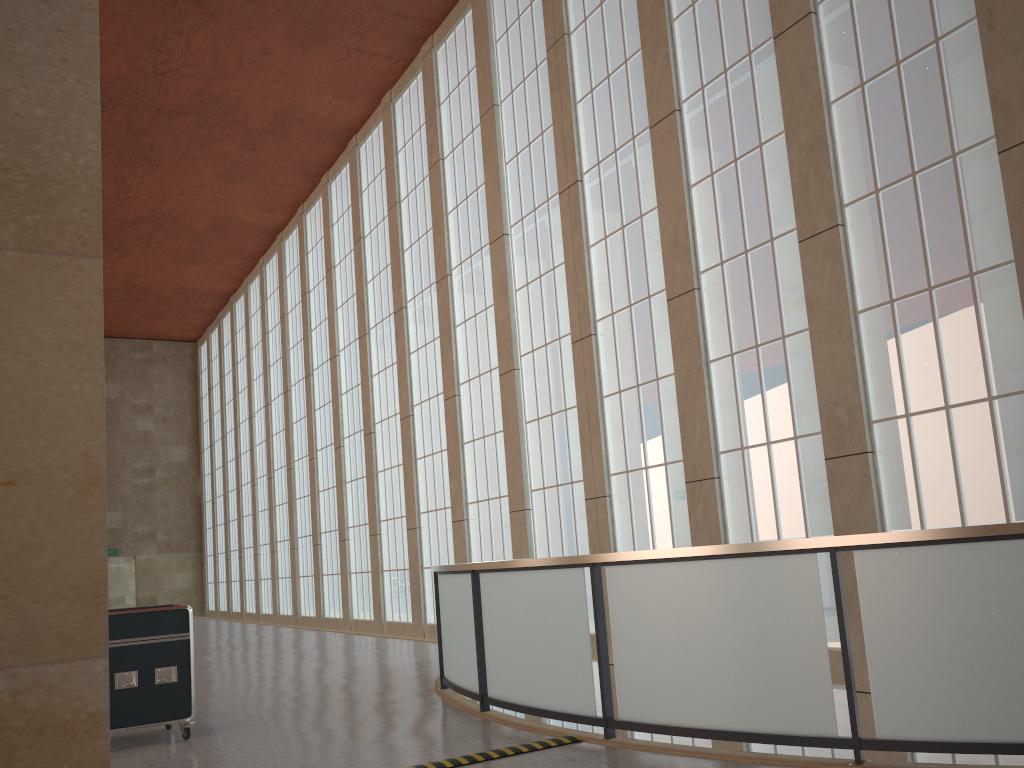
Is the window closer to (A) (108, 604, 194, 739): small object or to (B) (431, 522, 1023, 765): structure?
(B) (431, 522, 1023, 765): structure

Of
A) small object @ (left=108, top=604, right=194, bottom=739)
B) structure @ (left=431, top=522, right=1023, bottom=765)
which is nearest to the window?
structure @ (left=431, top=522, right=1023, bottom=765)

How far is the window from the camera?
11.81m

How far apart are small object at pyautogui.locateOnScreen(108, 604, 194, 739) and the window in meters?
9.2 m

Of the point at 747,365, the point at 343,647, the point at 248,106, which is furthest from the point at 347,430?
the point at 747,365

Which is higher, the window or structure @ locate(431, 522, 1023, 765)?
the window

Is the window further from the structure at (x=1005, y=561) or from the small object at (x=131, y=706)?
the small object at (x=131, y=706)

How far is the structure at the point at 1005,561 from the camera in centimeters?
642cm

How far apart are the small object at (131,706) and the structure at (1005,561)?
3.16m

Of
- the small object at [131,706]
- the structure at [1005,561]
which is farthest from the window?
the small object at [131,706]
